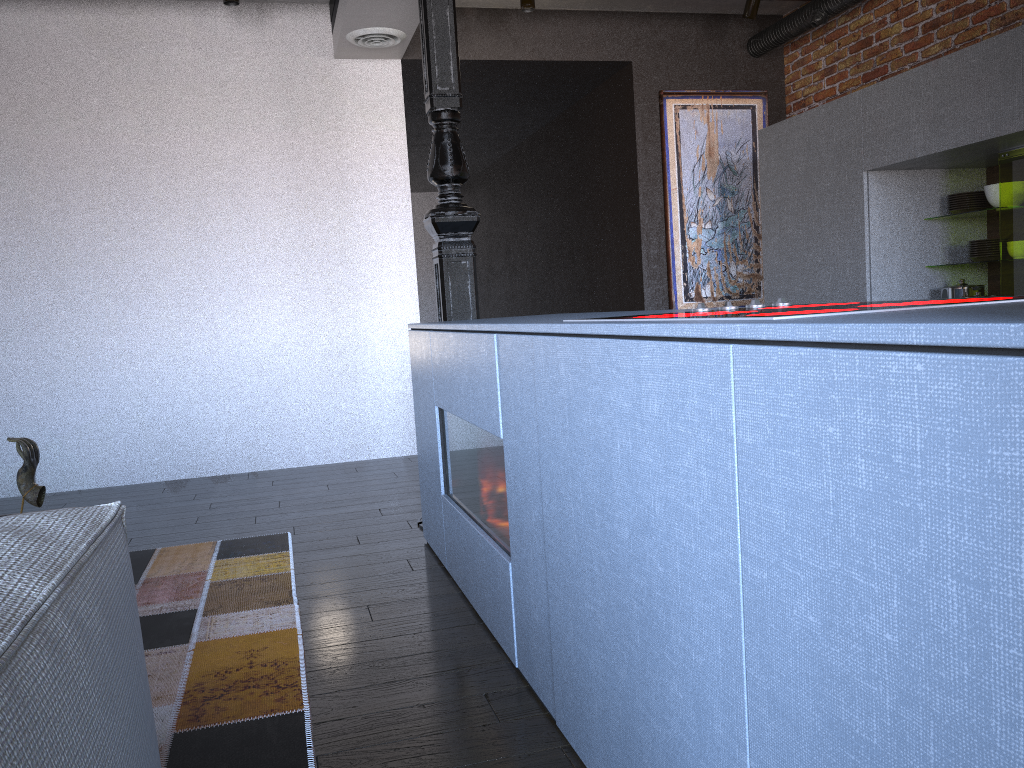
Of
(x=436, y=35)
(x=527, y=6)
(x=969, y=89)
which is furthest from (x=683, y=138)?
(x=436, y=35)

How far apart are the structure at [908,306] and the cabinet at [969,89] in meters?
2.2 m

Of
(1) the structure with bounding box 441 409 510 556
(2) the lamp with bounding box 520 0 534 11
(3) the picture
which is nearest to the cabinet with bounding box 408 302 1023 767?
(1) the structure with bounding box 441 409 510 556

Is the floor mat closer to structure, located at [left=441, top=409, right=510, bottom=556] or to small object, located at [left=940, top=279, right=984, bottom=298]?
structure, located at [left=441, top=409, right=510, bottom=556]

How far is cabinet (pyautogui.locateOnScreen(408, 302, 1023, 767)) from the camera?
0.7 meters

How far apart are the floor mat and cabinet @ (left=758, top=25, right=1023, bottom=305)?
2.93m

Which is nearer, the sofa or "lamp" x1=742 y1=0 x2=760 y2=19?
the sofa

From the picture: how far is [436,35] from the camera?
3.5 meters

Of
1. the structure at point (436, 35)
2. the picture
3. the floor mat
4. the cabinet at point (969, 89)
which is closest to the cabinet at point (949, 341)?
the structure at point (436, 35)

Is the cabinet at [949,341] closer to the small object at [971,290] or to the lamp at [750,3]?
the small object at [971,290]
